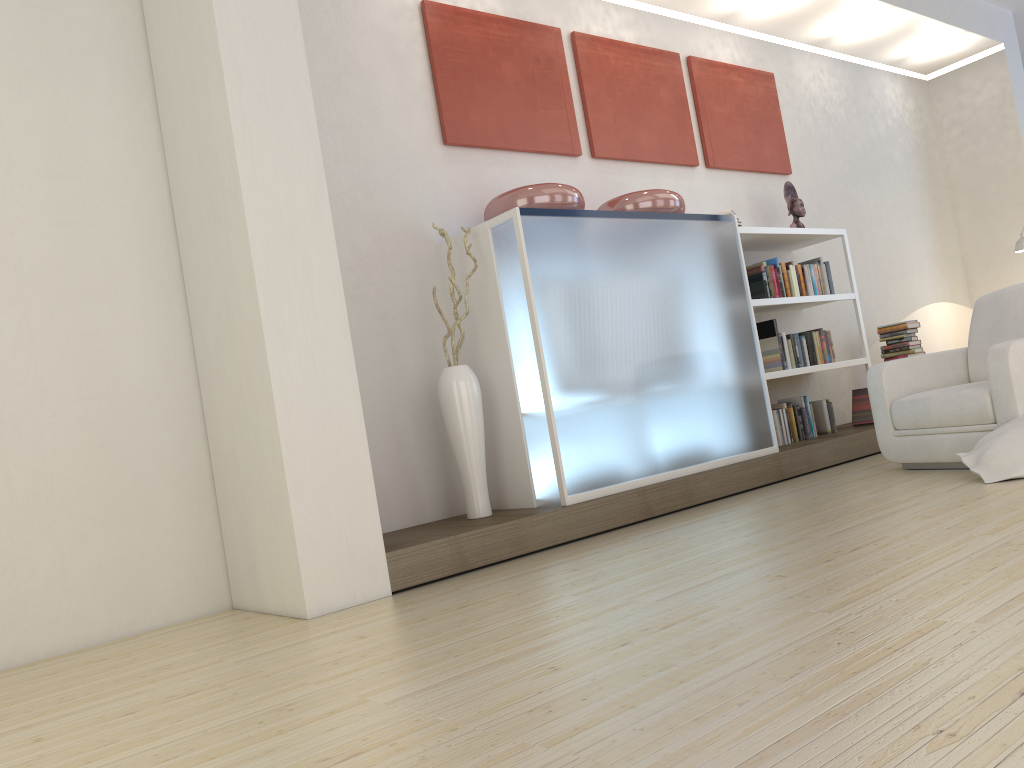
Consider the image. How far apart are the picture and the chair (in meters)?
1.99

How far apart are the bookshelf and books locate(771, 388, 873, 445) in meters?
0.2 m

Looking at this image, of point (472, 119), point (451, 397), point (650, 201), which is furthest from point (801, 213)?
point (451, 397)

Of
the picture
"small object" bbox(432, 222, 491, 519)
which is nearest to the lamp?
the picture

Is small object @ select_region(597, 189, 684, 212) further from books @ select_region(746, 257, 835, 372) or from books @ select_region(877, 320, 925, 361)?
books @ select_region(877, 320, 925, 361)

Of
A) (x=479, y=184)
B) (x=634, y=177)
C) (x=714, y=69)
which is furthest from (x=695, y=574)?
(x=714, y=69)

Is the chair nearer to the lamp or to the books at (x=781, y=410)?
the books at (x=781, y=410)

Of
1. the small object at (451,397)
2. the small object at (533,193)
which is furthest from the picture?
the small object at (451,397)

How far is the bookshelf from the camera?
5.7m

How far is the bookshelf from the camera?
5.7 meters
